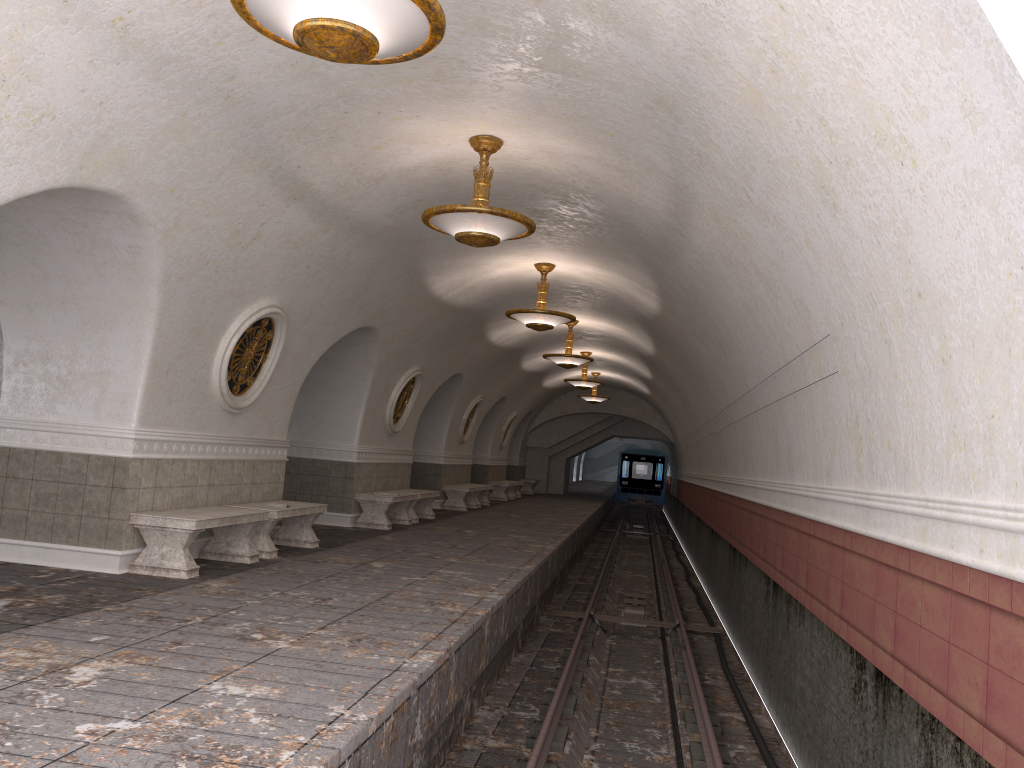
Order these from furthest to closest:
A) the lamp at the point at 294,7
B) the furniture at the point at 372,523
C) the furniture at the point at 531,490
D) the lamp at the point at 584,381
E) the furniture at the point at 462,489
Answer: the furniture at the point at 531,490 → the lamp at the point at 584,381 → the furniture at the point at 462,489 → the furniture at the point at 372,523 → the lamp at the point at 294,7

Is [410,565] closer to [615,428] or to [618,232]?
[618,232]

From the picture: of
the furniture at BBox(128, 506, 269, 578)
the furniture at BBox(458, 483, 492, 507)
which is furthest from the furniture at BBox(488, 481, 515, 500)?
the furniture at BBox(128, 506, 269, 578)

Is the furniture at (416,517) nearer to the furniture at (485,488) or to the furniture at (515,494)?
the furniture at (485,488)

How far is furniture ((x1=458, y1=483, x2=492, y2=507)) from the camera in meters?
21.4 m

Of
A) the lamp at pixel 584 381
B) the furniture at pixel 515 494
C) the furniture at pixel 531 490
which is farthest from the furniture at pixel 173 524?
the furniture at pixel 531 490

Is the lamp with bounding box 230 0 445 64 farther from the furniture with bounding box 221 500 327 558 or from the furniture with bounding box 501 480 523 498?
the furniture with bounding box 501 480 523 498

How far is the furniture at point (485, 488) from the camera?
21.4m

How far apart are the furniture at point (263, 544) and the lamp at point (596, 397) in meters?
16.6

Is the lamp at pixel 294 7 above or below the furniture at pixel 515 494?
above
